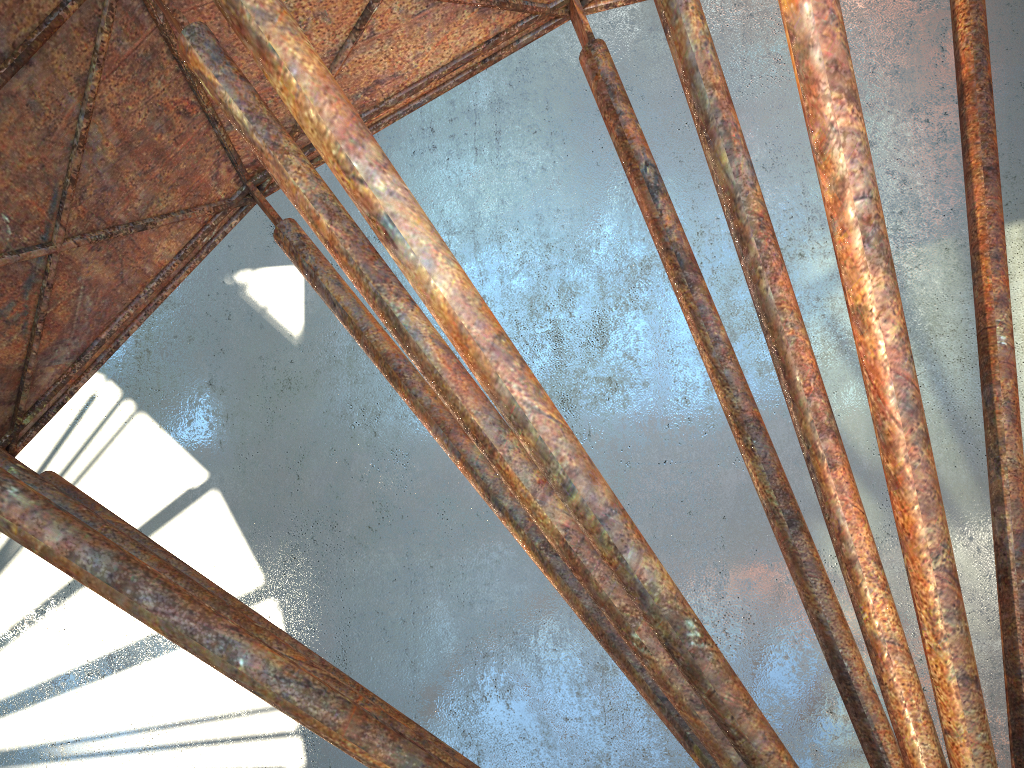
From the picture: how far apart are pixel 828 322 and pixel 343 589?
13.6 meters

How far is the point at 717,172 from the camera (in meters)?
7.26
